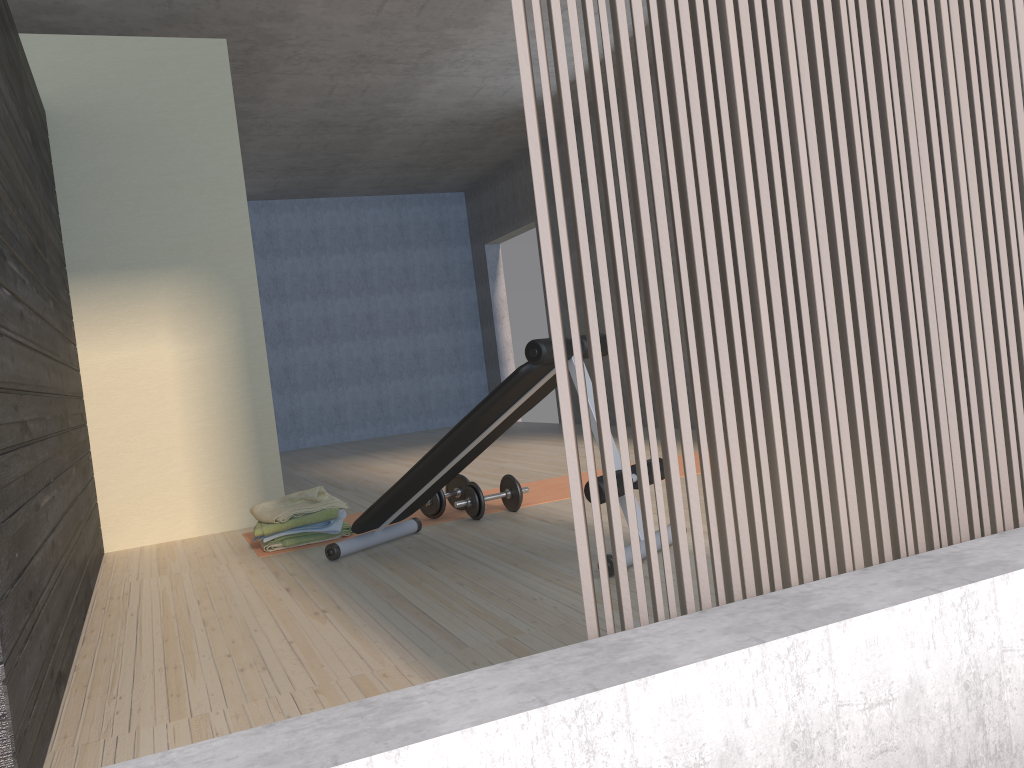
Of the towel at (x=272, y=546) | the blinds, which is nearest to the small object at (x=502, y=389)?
the towel at (x=272, y=546)

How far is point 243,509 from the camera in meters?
4.6

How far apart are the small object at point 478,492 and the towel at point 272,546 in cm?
83

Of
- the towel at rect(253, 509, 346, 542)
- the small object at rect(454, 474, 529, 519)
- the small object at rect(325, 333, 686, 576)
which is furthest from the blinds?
the towel at rect(253, 509, 346, 542)

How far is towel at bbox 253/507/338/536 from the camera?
3.8m

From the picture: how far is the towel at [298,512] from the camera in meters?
3.8

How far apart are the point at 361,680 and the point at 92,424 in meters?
2.9 m

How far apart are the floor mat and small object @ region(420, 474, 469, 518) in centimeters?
3cm

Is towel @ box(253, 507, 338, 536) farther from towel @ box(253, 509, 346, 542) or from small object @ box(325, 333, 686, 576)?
small object @ box(325, 333, 686, 576)

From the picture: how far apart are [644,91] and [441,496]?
2.9 meters
